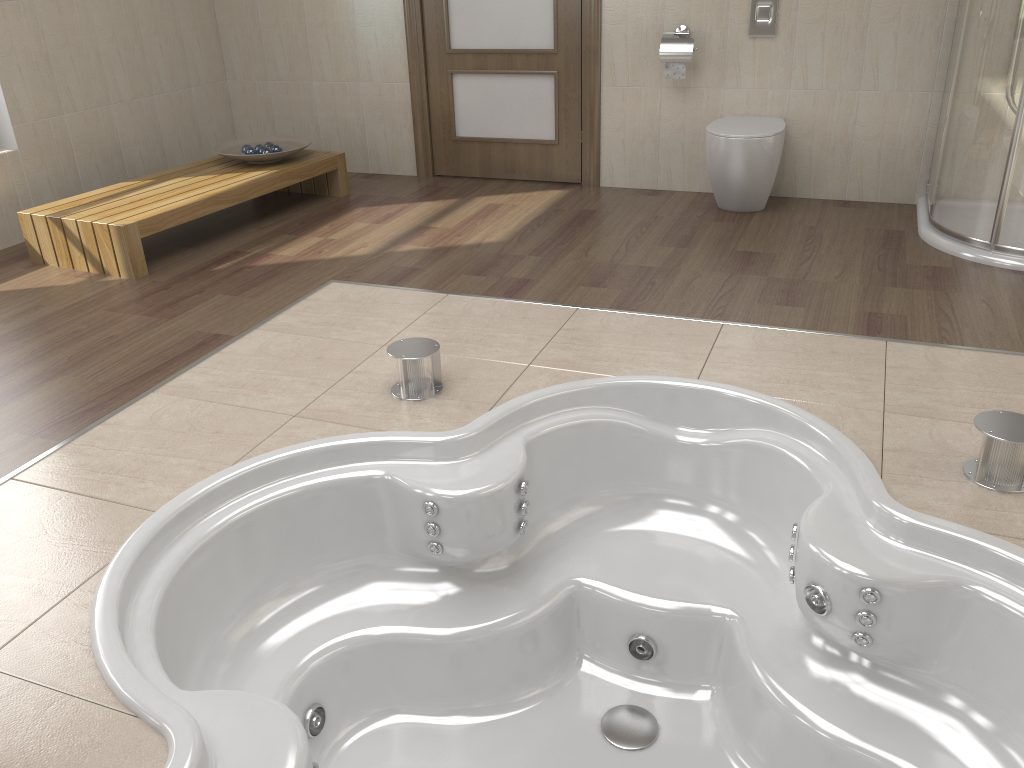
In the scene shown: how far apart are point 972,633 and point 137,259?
3.1m

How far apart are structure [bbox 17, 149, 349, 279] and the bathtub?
1.7 meters

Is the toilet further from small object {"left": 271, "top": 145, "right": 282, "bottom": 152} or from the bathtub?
small object {"left": 271, "top": 145, "right": 282, "bottom": 152}

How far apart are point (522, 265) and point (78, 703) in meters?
2.4

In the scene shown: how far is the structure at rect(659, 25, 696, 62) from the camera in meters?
4.1

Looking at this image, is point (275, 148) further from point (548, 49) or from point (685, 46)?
point (685, 46)

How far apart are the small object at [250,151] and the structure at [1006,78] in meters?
3.1

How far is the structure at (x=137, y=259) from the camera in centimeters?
353cm

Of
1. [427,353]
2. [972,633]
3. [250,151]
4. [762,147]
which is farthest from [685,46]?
[972,633]

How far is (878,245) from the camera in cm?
360
